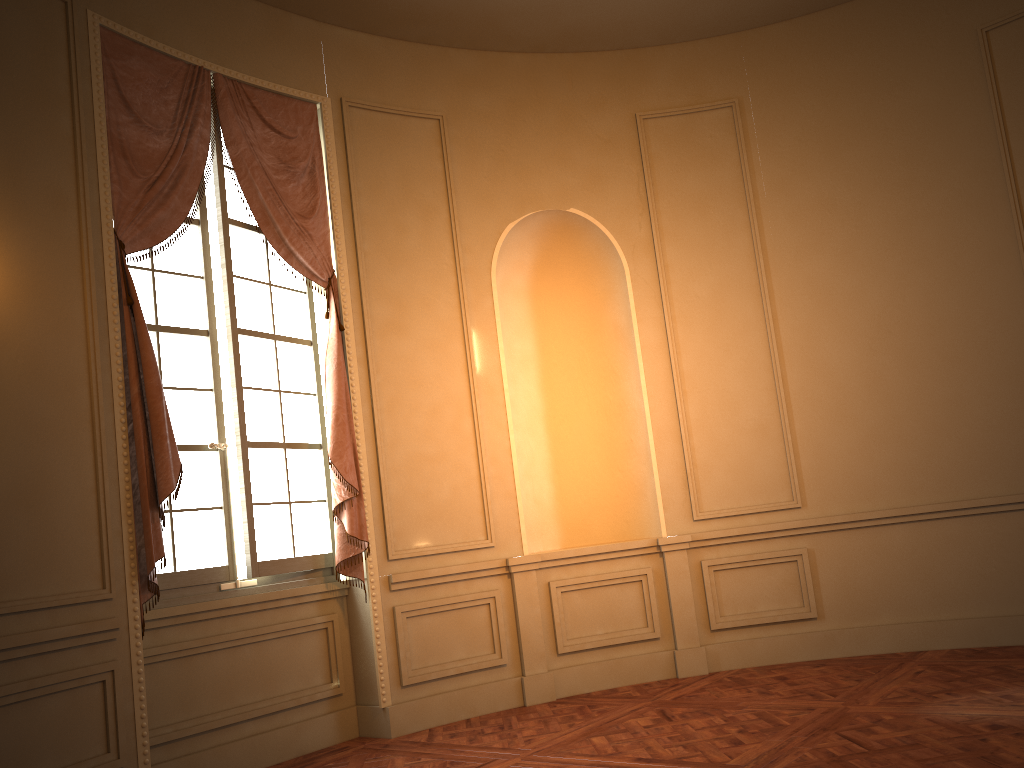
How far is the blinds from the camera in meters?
4.1 m

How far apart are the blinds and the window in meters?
0.1 m

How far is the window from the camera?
4.5 meters

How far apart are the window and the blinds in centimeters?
7cm

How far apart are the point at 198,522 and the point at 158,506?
0.48m

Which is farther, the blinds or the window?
the window
